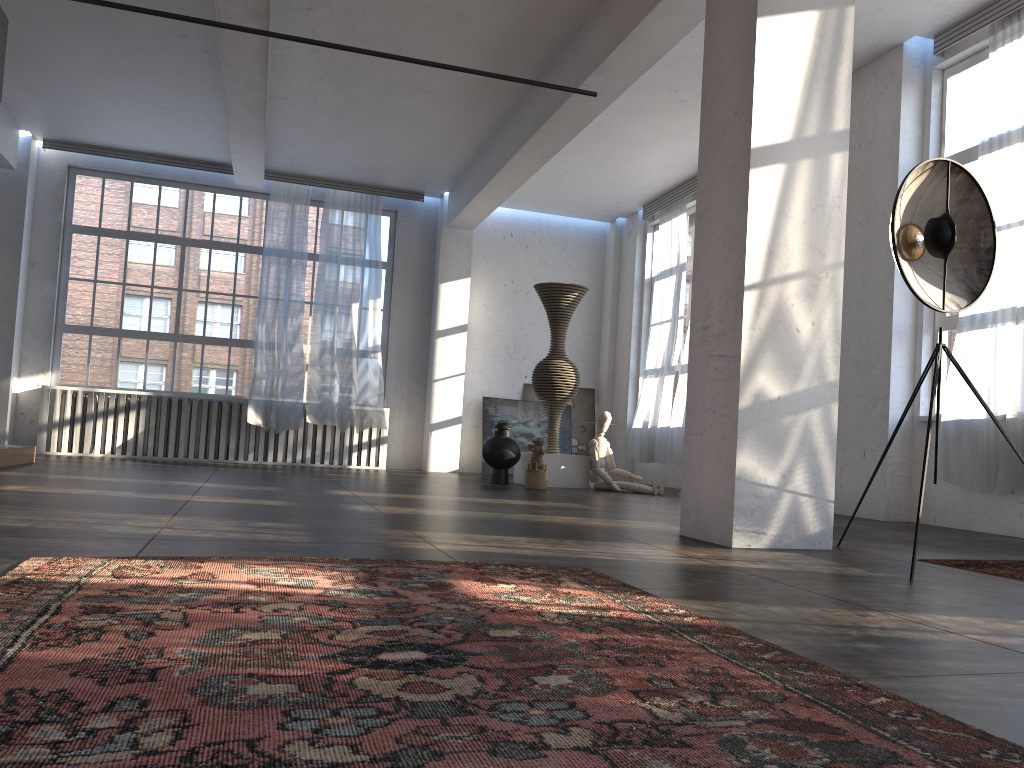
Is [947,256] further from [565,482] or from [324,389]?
[324,389]

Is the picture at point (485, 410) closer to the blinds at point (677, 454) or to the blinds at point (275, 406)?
the blinds at point (677, 454)

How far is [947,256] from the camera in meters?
4.1

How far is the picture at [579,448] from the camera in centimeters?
1341cm

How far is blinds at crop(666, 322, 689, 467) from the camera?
→ 10.78m

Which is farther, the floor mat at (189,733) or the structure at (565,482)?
the structure at (565,482)

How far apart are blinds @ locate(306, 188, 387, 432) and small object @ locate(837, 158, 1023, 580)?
8.39m

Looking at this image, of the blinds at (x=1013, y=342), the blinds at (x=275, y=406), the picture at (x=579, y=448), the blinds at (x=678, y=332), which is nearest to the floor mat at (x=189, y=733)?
the blinds at (x=1013, y=342)

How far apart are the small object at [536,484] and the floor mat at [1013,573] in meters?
5.3 m

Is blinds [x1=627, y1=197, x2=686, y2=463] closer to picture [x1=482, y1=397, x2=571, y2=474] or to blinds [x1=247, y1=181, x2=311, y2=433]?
picture [x1=482, y1=397, x2=571, y2=474]
